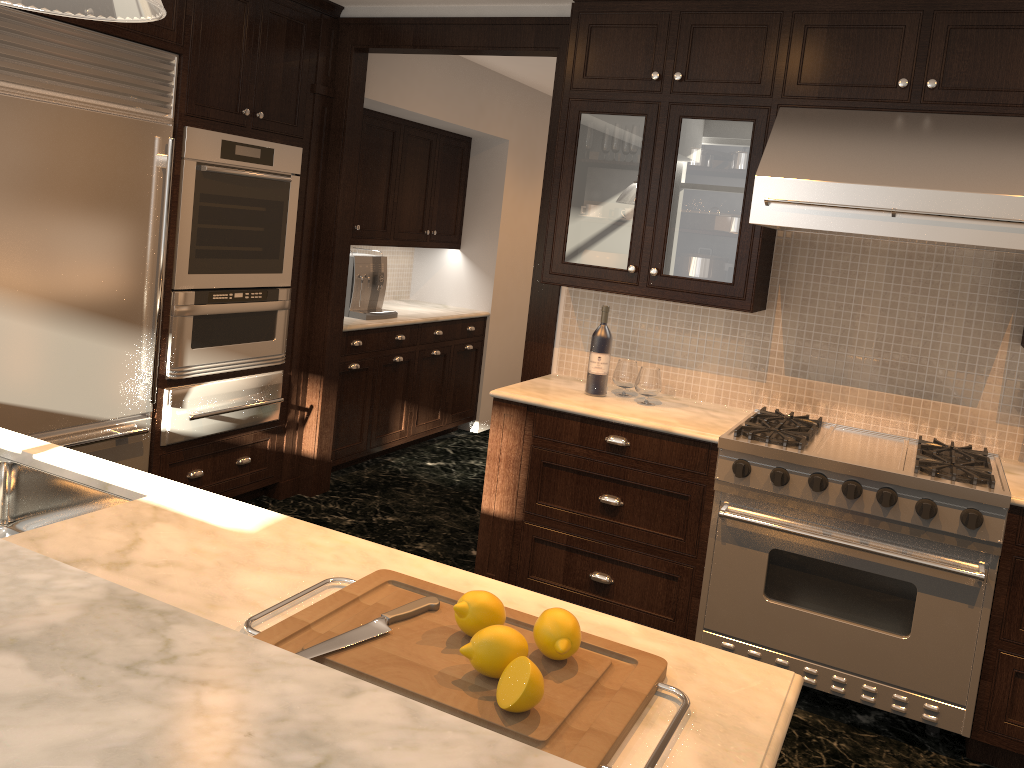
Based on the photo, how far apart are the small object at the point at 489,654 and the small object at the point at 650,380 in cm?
233

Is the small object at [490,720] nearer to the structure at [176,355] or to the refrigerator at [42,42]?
the refrigerator at [42,42]

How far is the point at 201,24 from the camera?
3.66m

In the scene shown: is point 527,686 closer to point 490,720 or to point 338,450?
Answer: point 490,720

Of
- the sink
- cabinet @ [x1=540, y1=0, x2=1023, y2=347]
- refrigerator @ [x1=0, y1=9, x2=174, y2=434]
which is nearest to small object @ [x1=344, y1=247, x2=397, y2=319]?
refrigerator @ [x1=0, y1=9, x2=174, y2=434]

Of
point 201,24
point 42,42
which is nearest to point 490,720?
point 42,42

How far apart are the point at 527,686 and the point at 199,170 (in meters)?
3.21

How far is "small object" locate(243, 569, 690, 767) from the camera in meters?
1.2 m

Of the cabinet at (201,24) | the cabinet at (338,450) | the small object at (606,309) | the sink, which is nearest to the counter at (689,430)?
the small object at (606,309)

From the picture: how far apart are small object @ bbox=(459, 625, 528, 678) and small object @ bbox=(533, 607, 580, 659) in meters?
0.1
